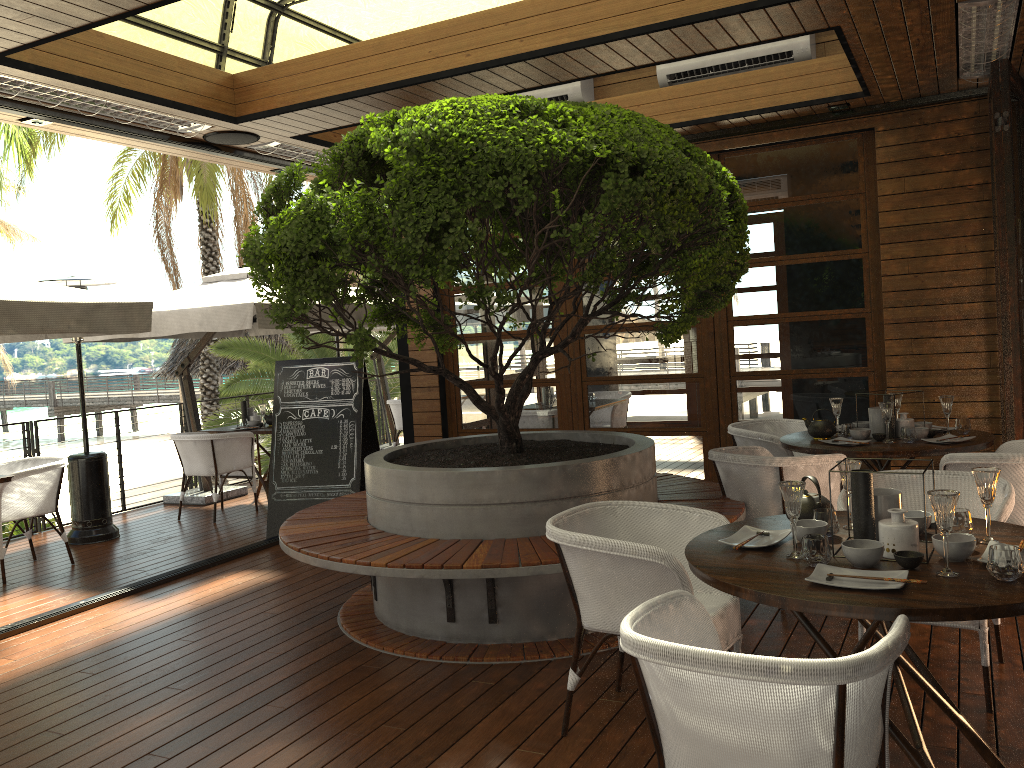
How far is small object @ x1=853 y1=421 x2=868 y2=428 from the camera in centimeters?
540cm

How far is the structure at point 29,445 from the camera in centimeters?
777cm

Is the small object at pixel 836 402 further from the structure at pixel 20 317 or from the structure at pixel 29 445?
the structure at pixel 29 445

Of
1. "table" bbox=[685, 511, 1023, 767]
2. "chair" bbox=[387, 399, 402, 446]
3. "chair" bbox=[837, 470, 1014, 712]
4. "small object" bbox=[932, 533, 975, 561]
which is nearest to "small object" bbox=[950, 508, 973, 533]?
"table" bbox=[685, 511, 1023, 767]

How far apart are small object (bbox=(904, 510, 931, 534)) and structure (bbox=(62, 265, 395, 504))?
5.41m

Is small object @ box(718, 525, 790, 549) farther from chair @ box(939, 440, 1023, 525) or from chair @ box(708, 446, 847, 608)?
chair @ box(939, 440, 1023, 525)

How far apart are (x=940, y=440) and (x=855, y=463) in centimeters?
219cm

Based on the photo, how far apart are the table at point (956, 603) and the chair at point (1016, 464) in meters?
1.4

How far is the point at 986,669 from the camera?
3.2m

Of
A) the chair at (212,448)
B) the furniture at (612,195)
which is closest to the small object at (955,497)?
the furniture at (612,195)
